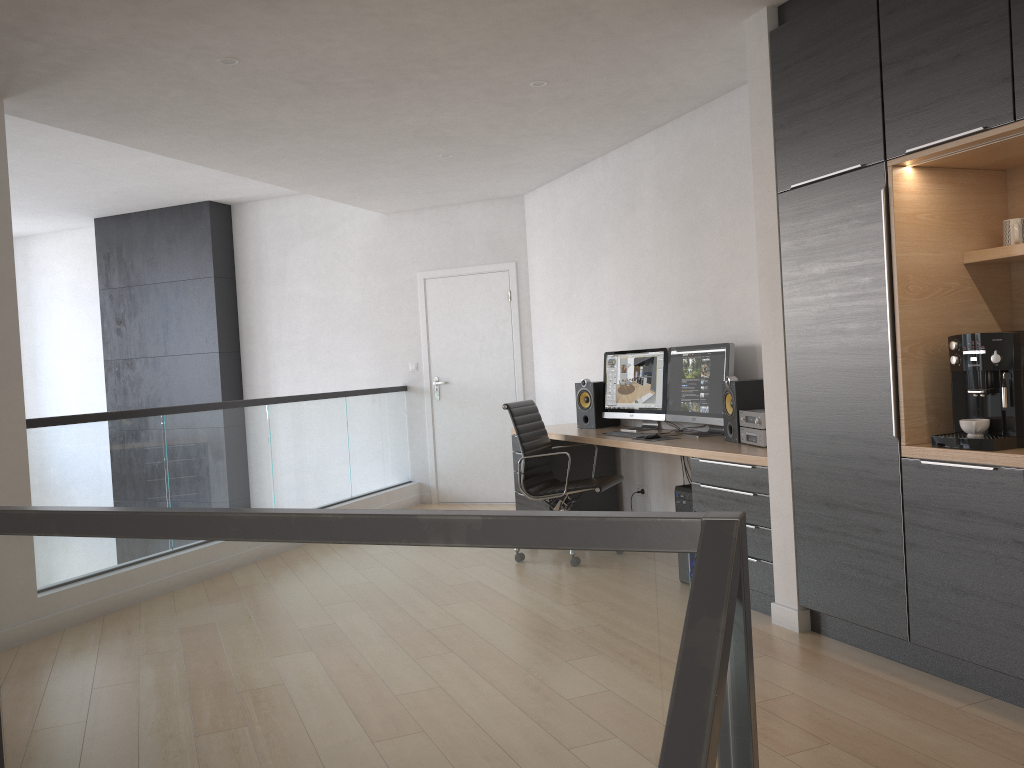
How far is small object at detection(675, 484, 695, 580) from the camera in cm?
465

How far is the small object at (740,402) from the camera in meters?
4.7 m

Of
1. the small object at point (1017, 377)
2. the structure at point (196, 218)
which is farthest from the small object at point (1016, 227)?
the structure at point (196, 218)

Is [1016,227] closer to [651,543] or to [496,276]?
[651,543]

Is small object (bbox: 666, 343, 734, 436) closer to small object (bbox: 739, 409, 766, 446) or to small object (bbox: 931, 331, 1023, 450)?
small object (bbox: 739, 409, 766, 446)

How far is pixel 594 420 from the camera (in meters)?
6.22

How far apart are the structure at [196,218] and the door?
2.1 meters

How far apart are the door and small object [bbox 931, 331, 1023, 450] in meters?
4.8 m

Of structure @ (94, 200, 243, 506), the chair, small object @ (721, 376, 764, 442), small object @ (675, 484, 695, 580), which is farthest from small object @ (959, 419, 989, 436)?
structure @ (94, 200, 243, 506)

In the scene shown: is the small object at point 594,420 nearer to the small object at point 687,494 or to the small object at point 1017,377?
the small object at point 687,494
